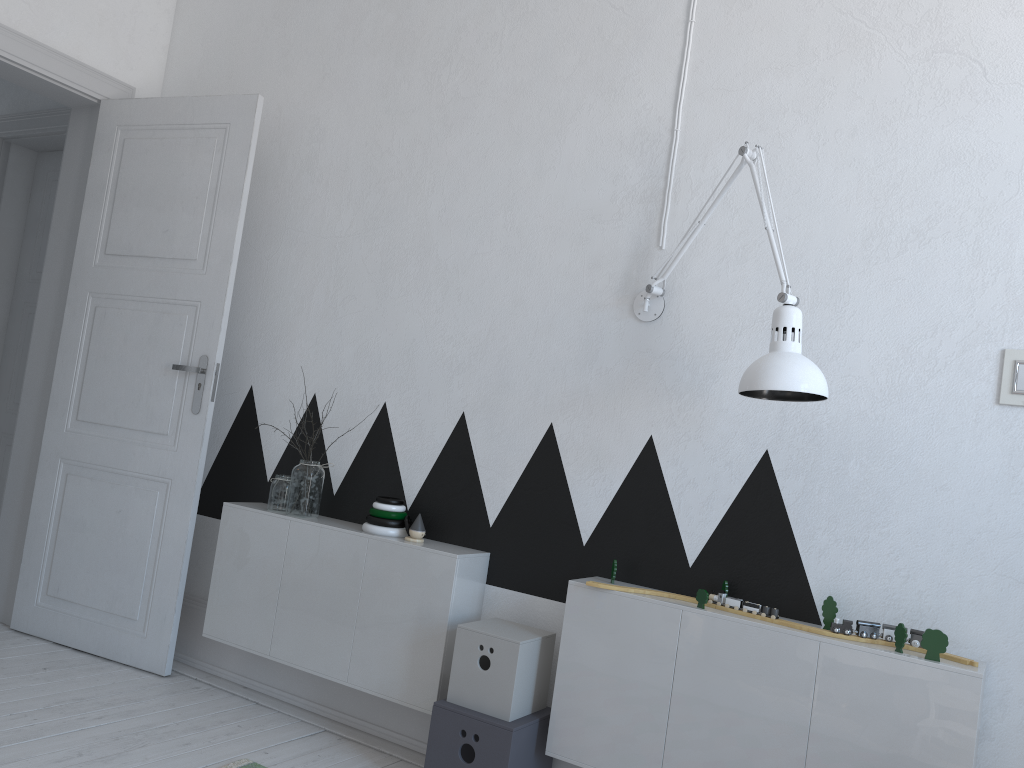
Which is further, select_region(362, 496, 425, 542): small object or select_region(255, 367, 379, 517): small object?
select_region(255, 367, 379, 517): small object

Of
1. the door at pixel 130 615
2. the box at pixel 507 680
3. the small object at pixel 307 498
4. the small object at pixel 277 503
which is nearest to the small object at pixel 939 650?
the box at pixel 507 680

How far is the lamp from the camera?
2.0m

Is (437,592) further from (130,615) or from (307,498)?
(130,615)

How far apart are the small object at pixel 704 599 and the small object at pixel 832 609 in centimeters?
28cm

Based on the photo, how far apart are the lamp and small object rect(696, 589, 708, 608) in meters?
0.5 m

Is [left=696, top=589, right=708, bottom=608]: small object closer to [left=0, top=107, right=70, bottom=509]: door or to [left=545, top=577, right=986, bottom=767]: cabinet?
[left=545, top=577, right=986, bottom=767]: cabinet

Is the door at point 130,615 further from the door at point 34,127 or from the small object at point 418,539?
the small object at point 418,539

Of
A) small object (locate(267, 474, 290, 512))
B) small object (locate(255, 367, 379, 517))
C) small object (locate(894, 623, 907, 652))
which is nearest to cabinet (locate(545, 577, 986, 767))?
small object (locate(894, 623, 907, 652))

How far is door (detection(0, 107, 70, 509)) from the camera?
4.1m
